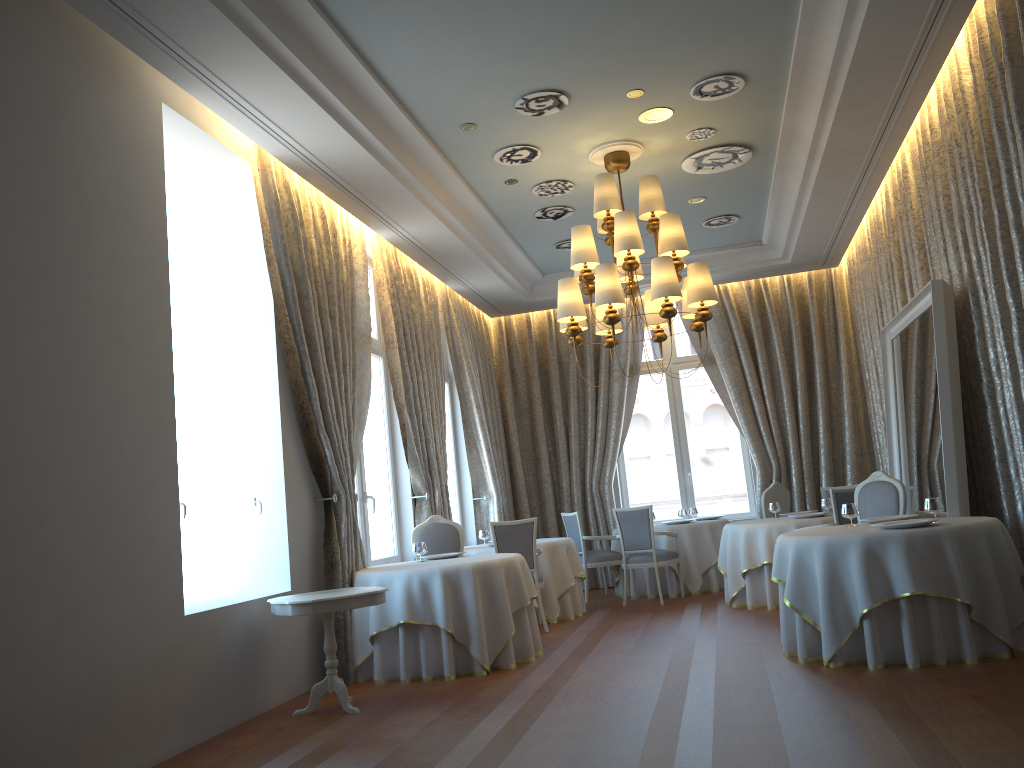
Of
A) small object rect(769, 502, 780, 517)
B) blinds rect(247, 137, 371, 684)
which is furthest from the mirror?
blinds rect(247, 137, 371, 684)

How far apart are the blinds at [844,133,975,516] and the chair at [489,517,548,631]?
4.2m

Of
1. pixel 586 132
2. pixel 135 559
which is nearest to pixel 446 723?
pixel 135 559

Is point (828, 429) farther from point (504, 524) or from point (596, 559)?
point (504, 524)

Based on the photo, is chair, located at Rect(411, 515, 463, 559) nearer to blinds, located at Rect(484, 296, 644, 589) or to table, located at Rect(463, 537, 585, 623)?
table, located at Rect(463, 537, 585, 623)

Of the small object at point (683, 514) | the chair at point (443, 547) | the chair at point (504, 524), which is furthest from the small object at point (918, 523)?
the small object at point (683, 514)

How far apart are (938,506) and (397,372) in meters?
5.3

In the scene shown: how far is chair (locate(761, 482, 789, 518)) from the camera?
10.40m

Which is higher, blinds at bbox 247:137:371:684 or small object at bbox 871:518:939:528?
blinds at bbox 247:137:371:684

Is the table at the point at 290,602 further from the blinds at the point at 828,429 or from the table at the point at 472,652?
the blinds at the point at 828,429
